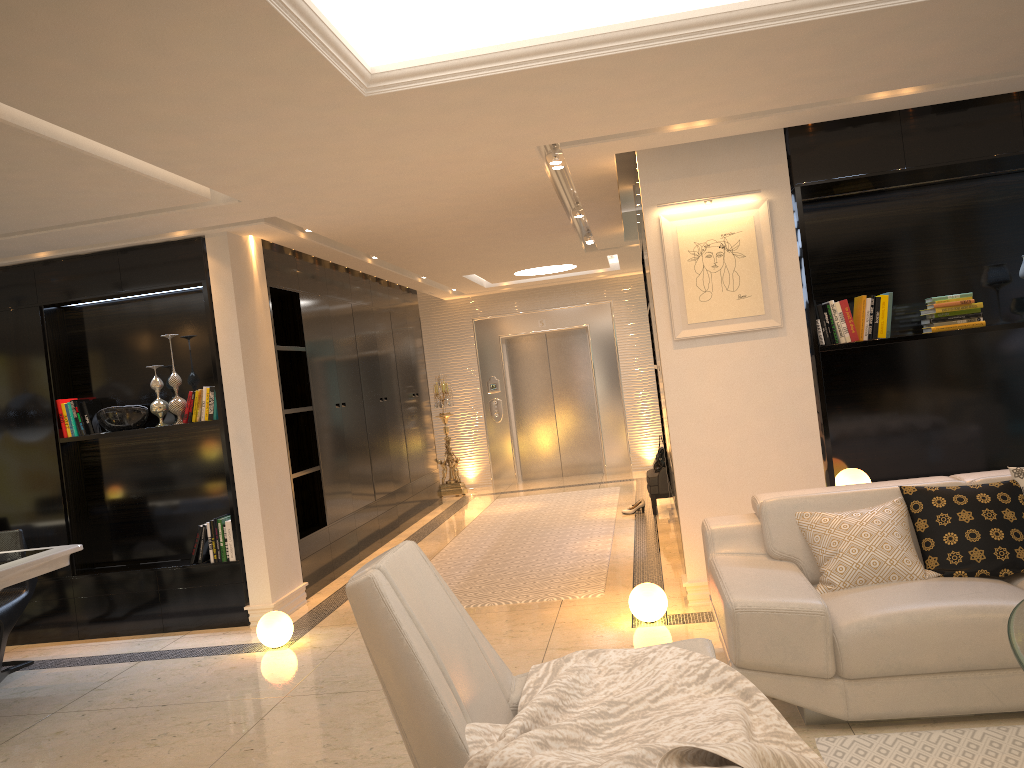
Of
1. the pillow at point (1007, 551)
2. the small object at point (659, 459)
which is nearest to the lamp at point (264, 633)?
the pillow at point (1007, 551)

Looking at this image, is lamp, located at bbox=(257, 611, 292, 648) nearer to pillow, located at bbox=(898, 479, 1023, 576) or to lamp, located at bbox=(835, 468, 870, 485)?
lamp, located at bbox=(835, 468, 870, 485)

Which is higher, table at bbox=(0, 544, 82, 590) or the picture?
the picture

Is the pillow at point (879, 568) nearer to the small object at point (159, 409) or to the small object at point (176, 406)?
the small object at point (176, 406)

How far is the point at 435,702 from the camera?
2.1 meters

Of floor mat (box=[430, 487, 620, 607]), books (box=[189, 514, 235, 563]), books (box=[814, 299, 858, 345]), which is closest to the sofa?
books (box=[814, 299, 858, 345])

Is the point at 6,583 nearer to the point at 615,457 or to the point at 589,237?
the point at 589,237

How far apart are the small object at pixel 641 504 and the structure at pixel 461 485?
3.4m

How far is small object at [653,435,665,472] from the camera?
8.45m

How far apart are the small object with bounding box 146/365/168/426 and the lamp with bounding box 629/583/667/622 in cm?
342
